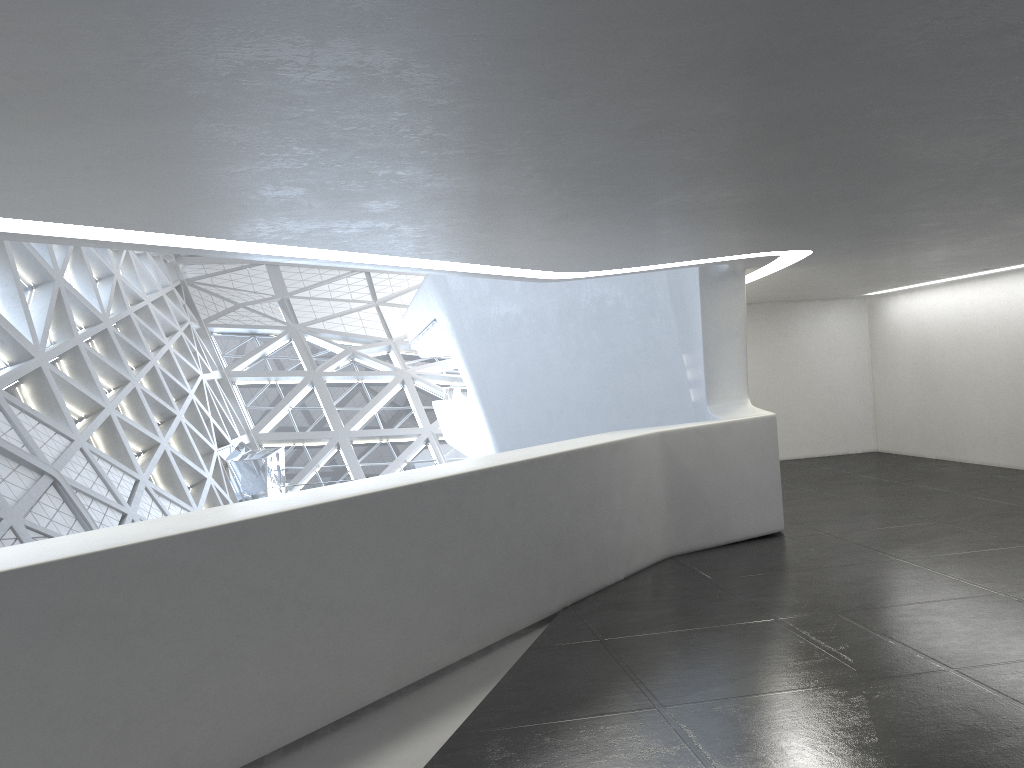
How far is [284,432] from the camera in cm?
4966
